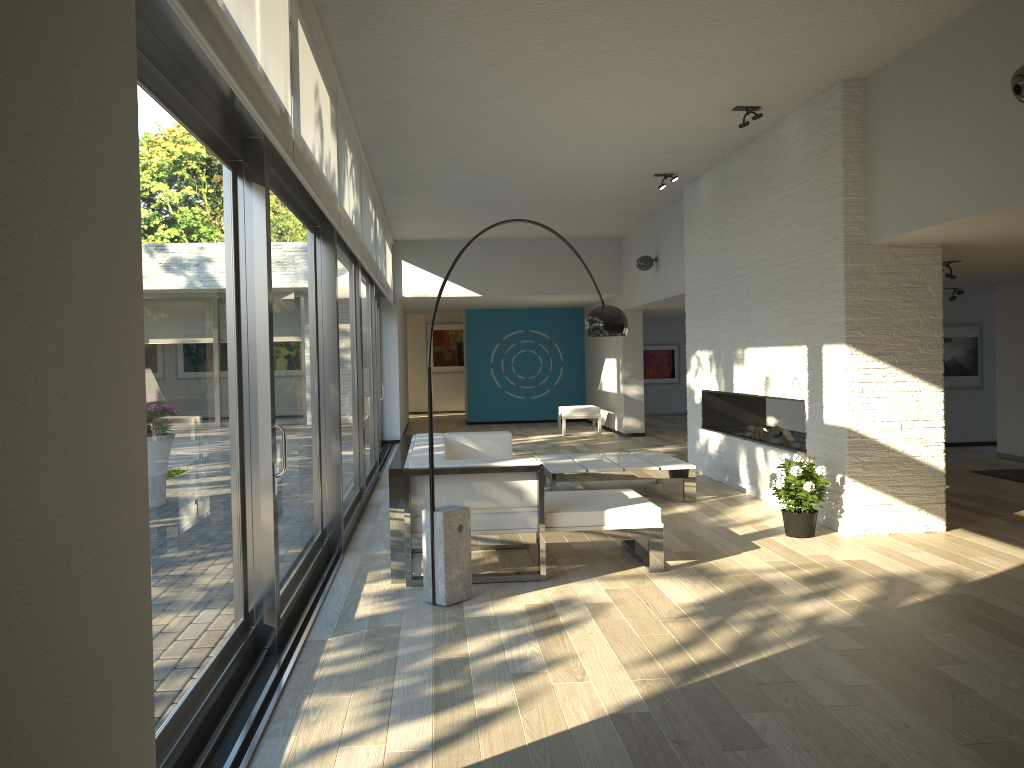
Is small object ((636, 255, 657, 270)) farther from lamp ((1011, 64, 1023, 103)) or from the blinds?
lamp ((1011, 64, 1023, 103))

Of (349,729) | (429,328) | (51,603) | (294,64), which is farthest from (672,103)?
(429,328)

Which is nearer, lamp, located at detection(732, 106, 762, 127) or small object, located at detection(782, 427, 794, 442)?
lamp, located at detection(732, 106, 762, 127)

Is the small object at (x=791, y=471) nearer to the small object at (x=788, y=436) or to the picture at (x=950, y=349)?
the small object at (x=788, y=436)

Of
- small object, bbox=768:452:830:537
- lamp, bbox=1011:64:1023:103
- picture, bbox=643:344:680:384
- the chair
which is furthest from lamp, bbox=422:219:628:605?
picture, bbox=643:344:680:384

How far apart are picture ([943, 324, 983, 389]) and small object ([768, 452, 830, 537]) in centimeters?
619cm

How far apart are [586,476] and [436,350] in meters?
13.5

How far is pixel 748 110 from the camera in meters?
→ 6.5

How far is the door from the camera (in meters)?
2.74

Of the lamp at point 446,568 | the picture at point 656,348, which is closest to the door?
the lamp at point 446,568
